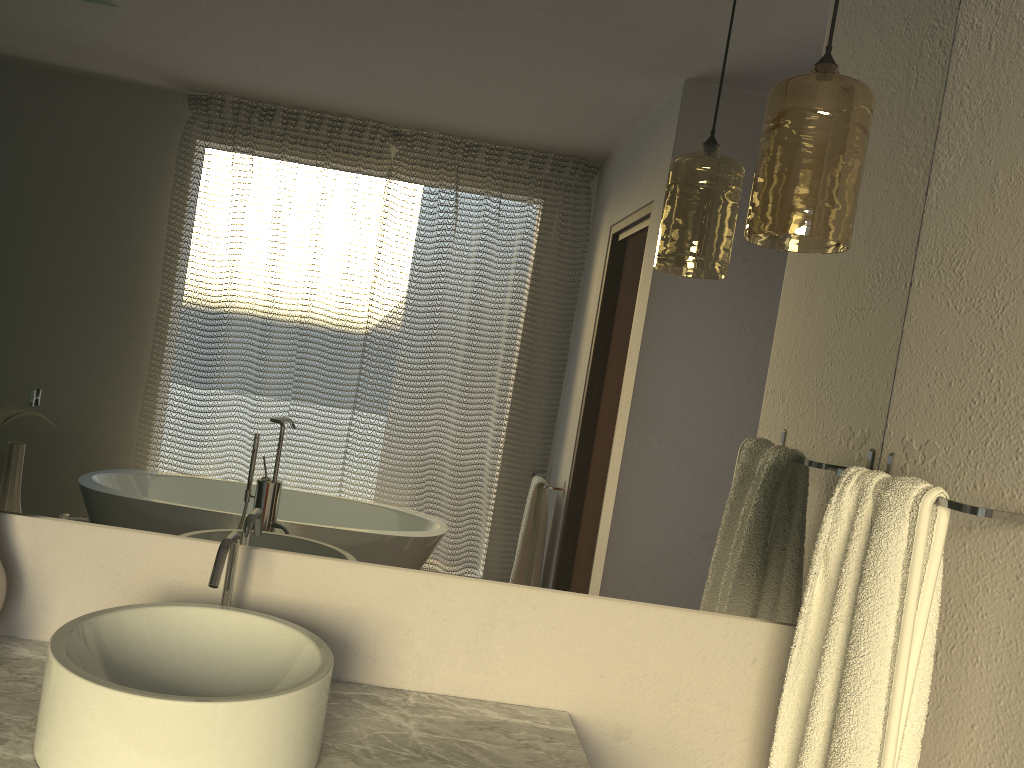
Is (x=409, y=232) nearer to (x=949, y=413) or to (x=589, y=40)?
(x=589, y=40)

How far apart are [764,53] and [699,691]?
1.1m

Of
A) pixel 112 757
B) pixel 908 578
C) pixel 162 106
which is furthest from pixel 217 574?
pixel 908 578

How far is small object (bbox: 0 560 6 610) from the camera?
1.3m

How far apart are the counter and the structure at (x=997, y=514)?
0.6m

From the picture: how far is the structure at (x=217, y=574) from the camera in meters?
1.2

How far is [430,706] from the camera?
1.41m

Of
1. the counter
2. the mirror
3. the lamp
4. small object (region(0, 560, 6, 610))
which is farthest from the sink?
the lamp

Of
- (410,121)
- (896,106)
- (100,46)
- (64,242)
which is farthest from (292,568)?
(896,106)

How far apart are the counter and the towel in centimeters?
30cm
